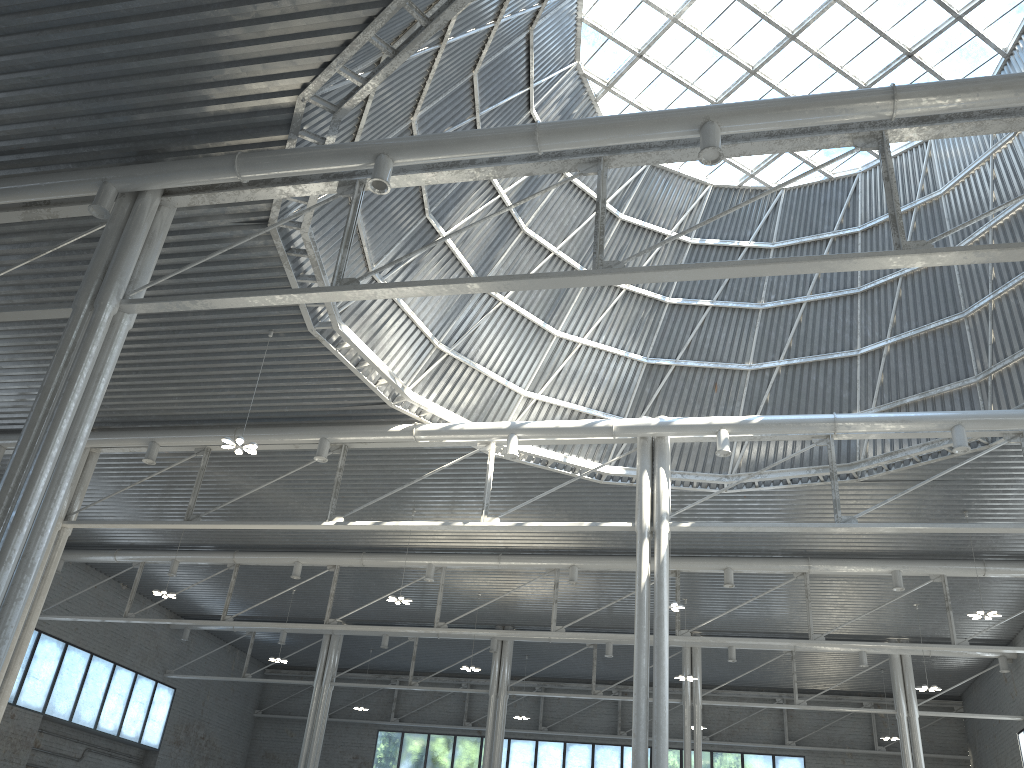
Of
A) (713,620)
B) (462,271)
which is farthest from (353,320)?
(713,620)
